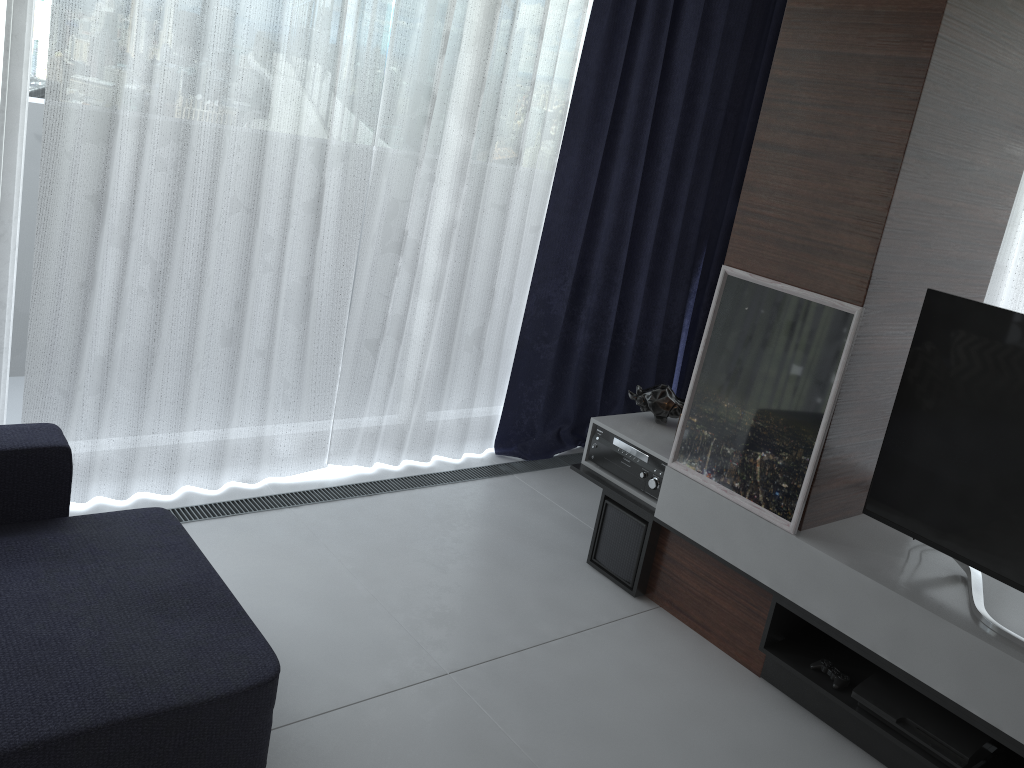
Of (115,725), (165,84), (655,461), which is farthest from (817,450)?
(165,84)

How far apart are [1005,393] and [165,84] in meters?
2.6 m

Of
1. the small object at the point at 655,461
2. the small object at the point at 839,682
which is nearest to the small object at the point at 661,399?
the small object at the point at 655,461

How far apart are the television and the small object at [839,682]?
0.44m

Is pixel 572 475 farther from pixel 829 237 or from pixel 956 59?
pixel 956 59

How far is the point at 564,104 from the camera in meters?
3.7 m

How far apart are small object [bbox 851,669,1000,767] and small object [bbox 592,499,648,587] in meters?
0.9

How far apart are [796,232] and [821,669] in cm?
132

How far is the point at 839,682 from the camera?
2.6m

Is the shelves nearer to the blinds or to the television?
the television
